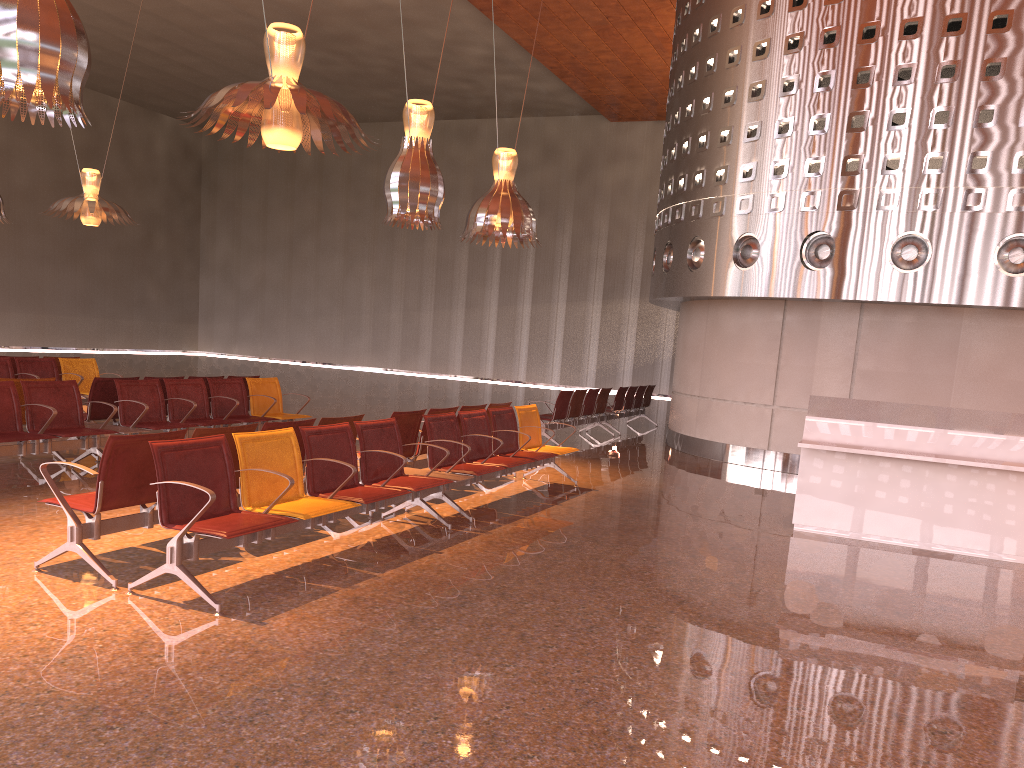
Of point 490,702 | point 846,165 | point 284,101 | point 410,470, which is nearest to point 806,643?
point 490,702

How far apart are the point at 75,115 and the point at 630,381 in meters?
22.2
